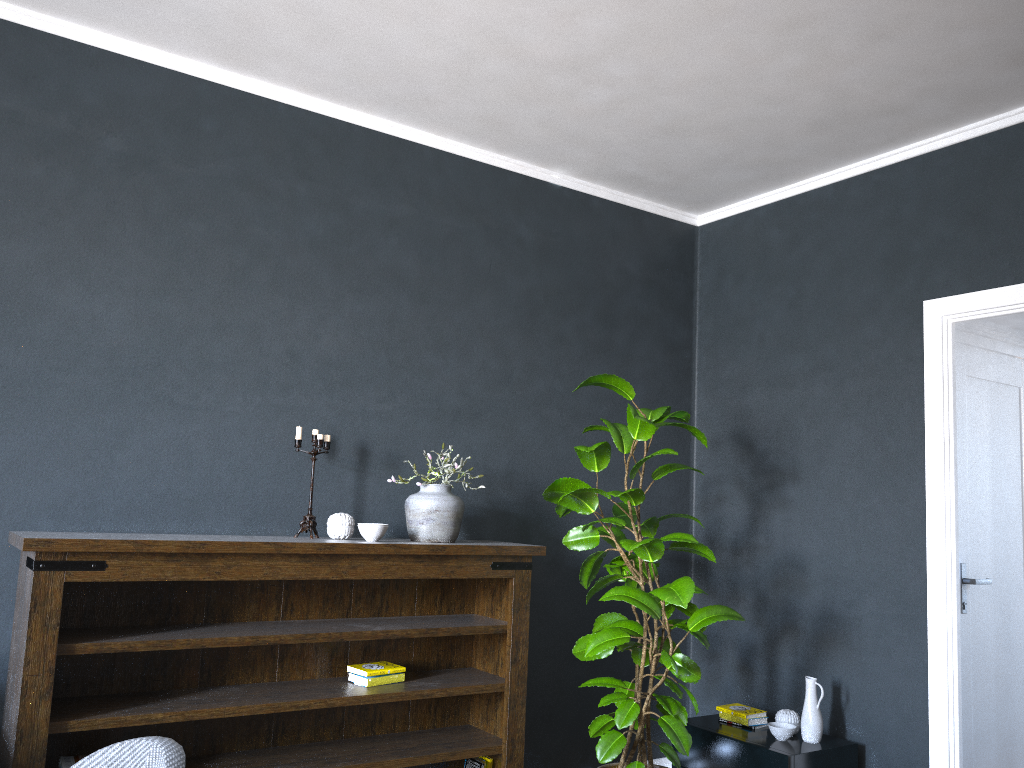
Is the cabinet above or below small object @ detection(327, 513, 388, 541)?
below

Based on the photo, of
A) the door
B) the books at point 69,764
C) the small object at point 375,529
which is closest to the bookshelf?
the small object at point 375,529

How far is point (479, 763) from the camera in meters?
3.6

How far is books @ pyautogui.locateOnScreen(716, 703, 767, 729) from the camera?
4.0m

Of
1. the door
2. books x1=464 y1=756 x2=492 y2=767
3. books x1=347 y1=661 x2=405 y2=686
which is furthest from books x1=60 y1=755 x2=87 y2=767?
the door

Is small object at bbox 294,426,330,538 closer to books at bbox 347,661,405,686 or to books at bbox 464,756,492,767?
books at bbox 347,661,405,686

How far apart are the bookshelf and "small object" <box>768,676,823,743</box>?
1.1 meters

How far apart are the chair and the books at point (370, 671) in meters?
1.6 m

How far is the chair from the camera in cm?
177

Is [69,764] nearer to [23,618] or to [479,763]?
[23,618]
